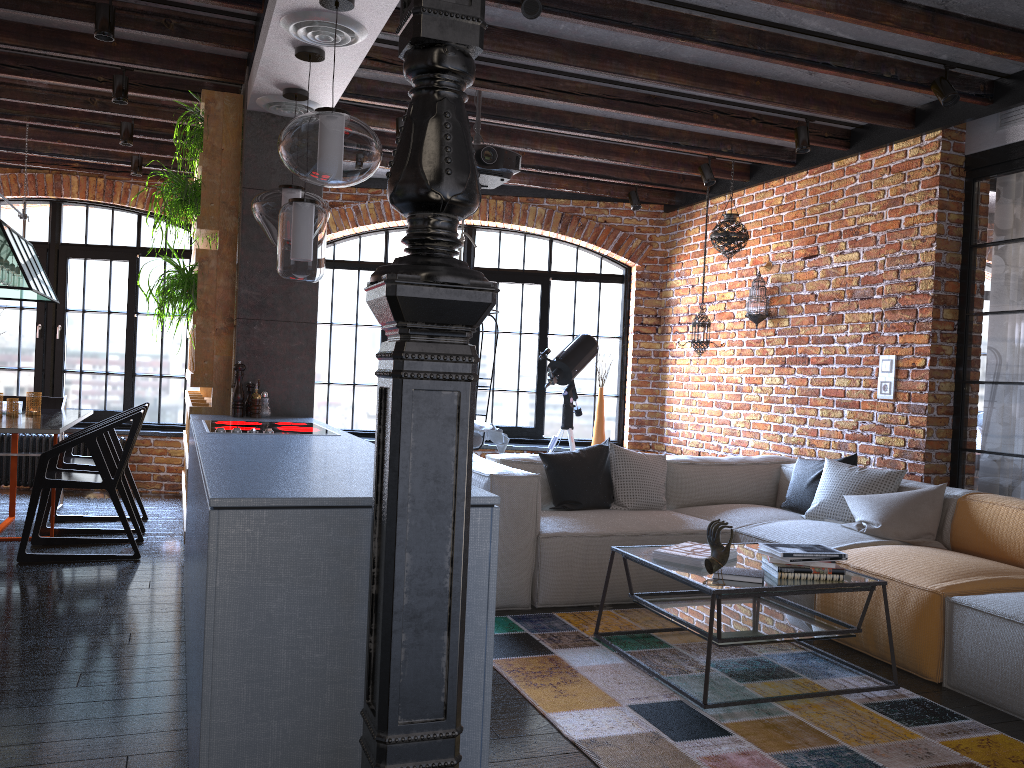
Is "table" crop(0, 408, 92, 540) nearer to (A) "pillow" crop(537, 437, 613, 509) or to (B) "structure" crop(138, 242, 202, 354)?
(B) "structure" crop(138, 242, 202, 354)

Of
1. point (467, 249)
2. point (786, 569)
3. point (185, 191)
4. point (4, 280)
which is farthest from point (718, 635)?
point (467, 249)

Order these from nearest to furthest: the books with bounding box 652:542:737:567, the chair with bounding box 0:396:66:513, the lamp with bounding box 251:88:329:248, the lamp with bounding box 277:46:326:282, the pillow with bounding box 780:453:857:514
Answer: the books with bounding box 652:542:737:567 < the lamp with bounding box 277:46:326:282 < the lamp with bounding box 251:88:329:248 < the pillow with bounding box 780:453:857:514 < the chair with bounding box 0:396:66:513

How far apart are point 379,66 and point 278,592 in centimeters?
335cm

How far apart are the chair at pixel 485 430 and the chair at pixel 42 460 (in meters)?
2.14

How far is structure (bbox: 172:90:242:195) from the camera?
4.7m

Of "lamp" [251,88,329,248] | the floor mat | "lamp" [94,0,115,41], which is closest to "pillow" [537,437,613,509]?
the floor mat

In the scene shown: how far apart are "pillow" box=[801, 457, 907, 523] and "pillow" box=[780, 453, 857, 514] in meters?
0.1

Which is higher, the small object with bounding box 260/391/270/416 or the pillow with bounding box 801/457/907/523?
the small object with bounding box 260/391/270/416

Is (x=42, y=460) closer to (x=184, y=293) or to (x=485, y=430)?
(x=184, y=293)
